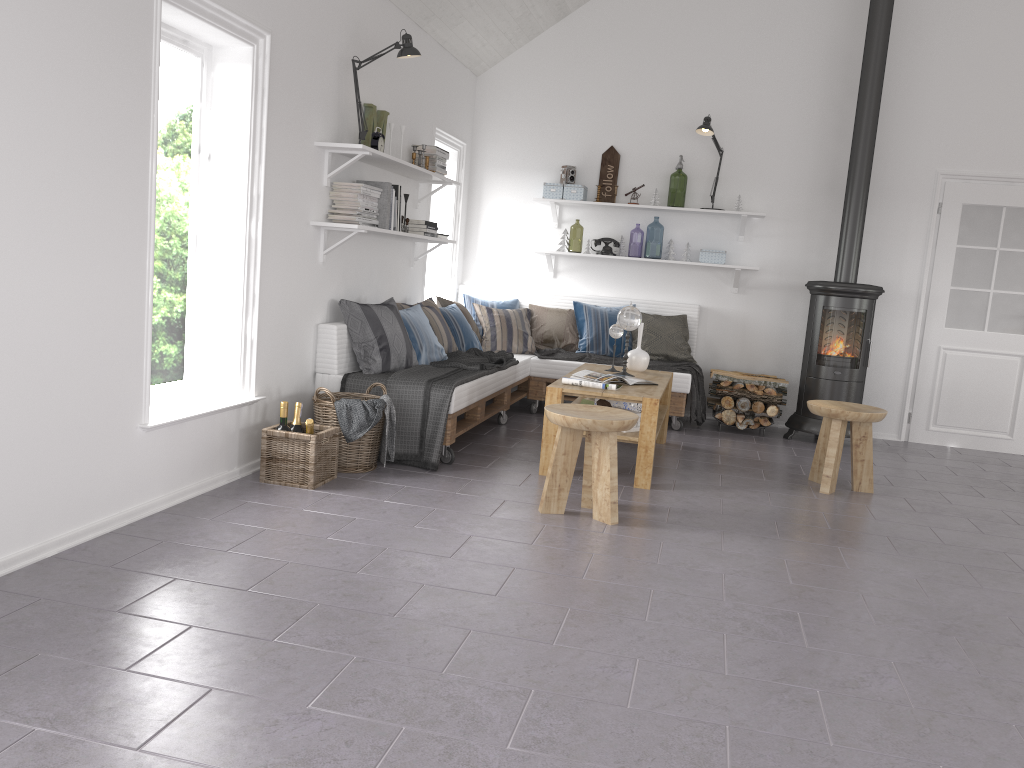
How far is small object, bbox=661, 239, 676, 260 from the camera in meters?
7.1

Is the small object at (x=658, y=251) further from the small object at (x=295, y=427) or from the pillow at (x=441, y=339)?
the small object at (x=295, y=427)

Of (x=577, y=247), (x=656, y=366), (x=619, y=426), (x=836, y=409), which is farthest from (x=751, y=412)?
(x=577, y=247)

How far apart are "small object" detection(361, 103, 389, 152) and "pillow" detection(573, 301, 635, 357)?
2.3 meters

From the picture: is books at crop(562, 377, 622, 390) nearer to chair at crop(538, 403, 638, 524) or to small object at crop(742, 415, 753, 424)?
chair at crop(538, 403, 638, 524)

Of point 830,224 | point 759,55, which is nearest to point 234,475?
point 830,224

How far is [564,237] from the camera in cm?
723

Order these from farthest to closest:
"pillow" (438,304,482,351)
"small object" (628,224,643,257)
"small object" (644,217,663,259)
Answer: "small object" (628,224,643,257) < "small object" (644,217,663,259) < "pillow" (438,304,482,351)

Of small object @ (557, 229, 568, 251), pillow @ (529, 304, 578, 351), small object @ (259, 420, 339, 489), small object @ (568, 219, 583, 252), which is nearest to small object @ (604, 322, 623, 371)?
pillow @ (529, 304, 578, 351)

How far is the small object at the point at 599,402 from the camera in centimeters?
500cm
